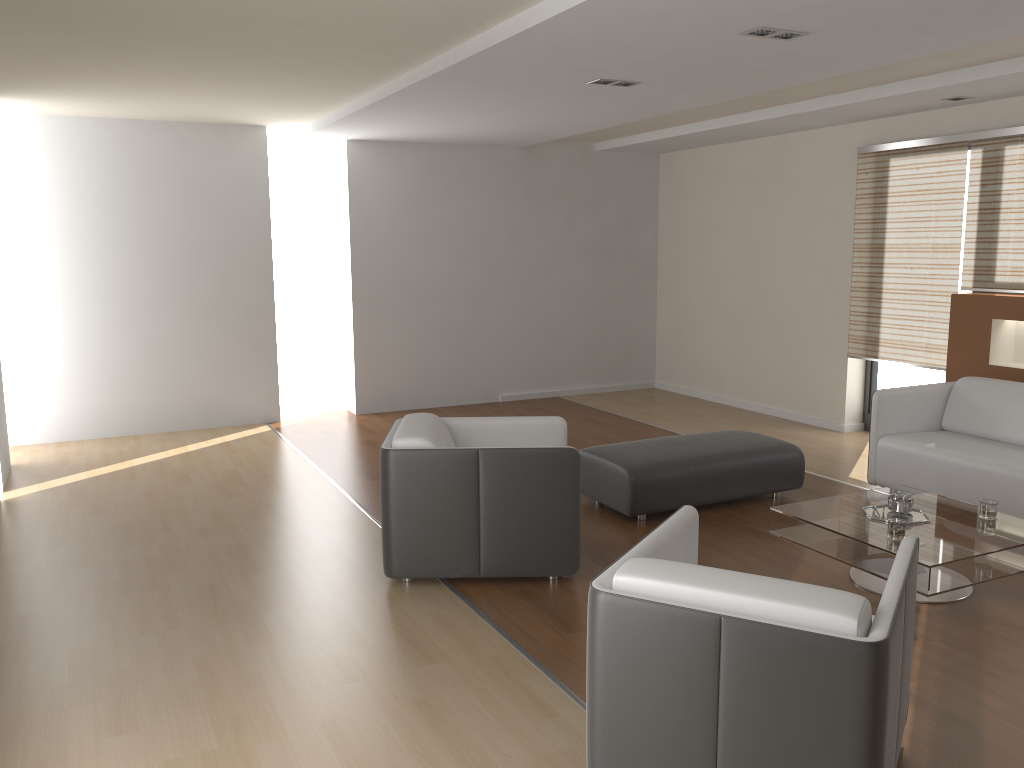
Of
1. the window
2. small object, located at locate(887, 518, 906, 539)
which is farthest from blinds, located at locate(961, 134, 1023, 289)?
small object, located at locate(887, 518, 906, 539)

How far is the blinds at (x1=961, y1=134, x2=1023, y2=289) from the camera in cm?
591

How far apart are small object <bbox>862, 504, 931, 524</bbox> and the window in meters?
3.0 m

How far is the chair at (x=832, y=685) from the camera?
2.1m

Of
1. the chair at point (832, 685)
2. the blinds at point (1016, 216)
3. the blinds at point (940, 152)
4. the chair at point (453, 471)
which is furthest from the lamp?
the blinds at point (940, 152)

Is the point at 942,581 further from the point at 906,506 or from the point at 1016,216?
the point at 1016,216

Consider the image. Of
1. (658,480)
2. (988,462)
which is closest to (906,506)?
(988,462)

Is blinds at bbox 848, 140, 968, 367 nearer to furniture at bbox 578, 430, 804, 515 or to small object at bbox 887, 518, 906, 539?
furniture at bbox 578, 430, 804, 515

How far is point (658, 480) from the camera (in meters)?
4.97

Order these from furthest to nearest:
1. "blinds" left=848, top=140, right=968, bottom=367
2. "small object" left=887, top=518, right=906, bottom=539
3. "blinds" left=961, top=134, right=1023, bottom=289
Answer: "blinds" left=848, top=140, right=968, bottom=367 → "blinds" left=961, top=134, right=1023, bottom=289 → "small object" left=887, top=518, right=906, bottom=539
